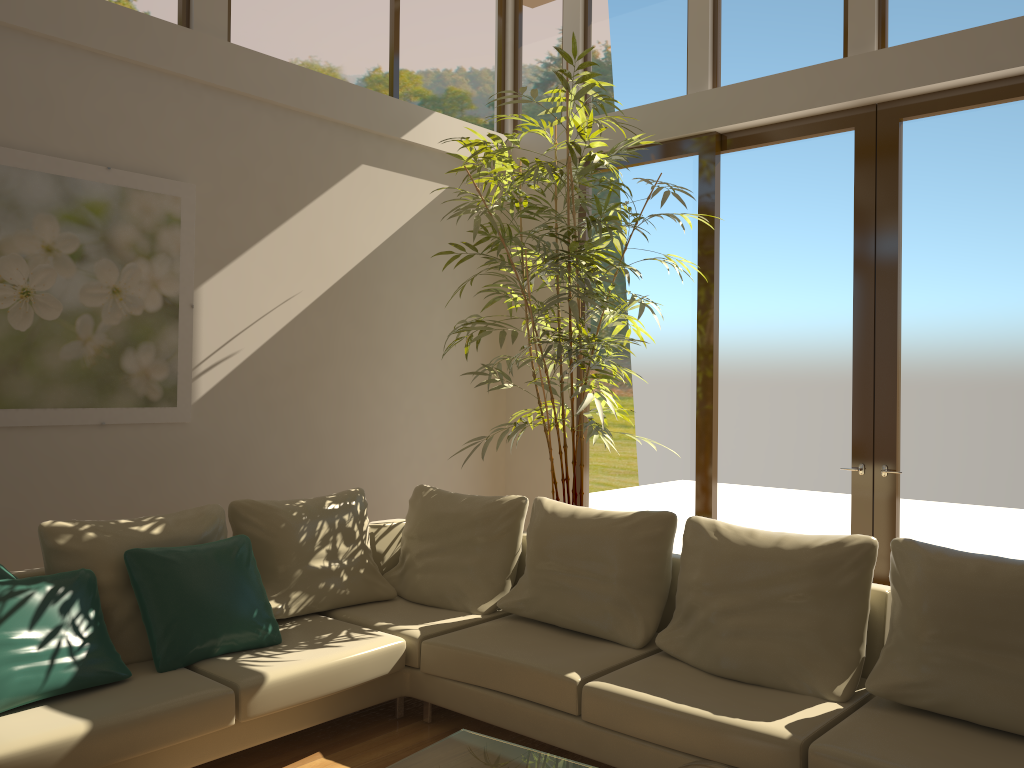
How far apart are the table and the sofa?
0.6m

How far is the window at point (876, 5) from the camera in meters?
5.0 m

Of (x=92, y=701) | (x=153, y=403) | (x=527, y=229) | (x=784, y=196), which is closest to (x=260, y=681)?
(x=92, y=701)

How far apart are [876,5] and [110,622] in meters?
5.0

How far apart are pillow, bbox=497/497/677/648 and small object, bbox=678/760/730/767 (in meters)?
1.75

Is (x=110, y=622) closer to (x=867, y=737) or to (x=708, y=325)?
(x=867, y=737)

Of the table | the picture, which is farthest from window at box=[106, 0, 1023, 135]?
the table

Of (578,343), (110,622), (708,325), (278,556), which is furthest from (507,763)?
(708,325)

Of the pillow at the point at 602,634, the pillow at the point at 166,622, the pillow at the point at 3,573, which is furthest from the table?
the pillow at the point at 3,573

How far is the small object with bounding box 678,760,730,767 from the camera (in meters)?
1.98
